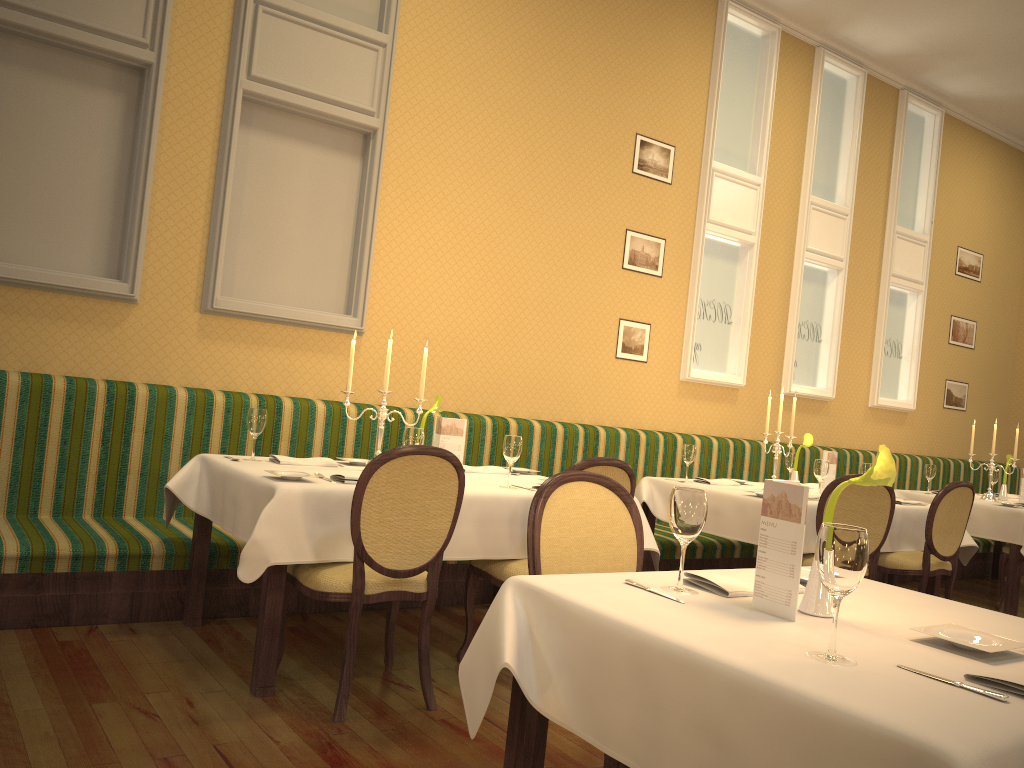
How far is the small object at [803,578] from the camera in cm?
219

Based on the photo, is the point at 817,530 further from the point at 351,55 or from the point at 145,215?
the point at 145,215

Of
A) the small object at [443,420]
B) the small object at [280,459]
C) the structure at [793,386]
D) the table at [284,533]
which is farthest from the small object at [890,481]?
the structure at [793,386]

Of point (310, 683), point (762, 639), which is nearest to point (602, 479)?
point (762, 639)

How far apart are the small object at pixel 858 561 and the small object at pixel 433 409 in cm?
280

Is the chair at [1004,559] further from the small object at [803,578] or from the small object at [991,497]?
the small object at [803,578]

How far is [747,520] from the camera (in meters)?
4.78

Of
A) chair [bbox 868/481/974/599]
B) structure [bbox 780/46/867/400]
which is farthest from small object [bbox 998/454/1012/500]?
chair [bbox 868/481/974/599]

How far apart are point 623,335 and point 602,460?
3.1 meters

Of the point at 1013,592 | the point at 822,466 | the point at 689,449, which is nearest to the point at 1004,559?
the point at 1013,592
